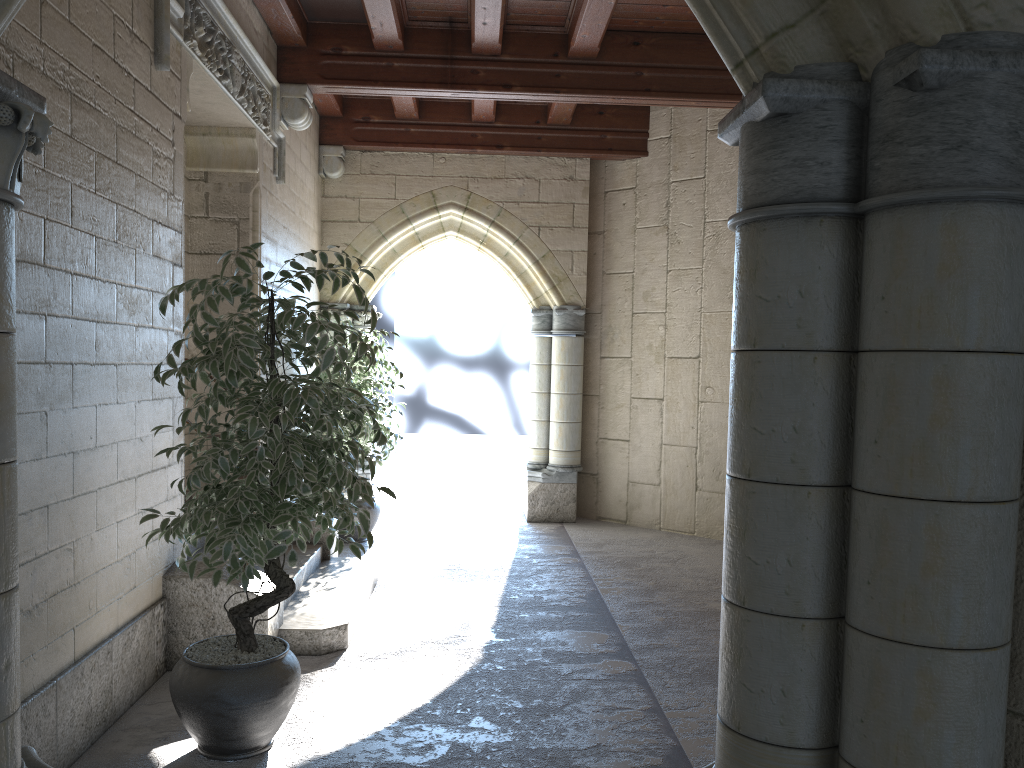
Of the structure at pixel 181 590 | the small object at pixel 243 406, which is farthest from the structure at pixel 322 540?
the small object at pixel 243 406

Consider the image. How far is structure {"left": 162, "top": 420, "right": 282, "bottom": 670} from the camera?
3.5 meters

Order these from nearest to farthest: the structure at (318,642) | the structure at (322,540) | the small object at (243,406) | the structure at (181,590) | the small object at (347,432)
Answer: the small object at (243,406), the structure at (181,590), the structure at (318,642), the structure at (322,540), the small object at (347,432)

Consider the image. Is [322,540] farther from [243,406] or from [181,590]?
[243,406]

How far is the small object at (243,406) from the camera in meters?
2.6

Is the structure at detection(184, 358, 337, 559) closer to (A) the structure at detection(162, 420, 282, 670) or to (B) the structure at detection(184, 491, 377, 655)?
(B) the structure at detection(184, 491, 377, 655)

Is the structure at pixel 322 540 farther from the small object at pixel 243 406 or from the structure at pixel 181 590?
the small object at pixel 243 406

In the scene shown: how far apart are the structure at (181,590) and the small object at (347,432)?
2.2m

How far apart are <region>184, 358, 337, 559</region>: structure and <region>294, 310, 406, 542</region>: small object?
0.9m

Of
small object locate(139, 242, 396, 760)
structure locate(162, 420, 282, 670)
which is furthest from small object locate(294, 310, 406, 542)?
small object locate(139, 242, 396, 760)
